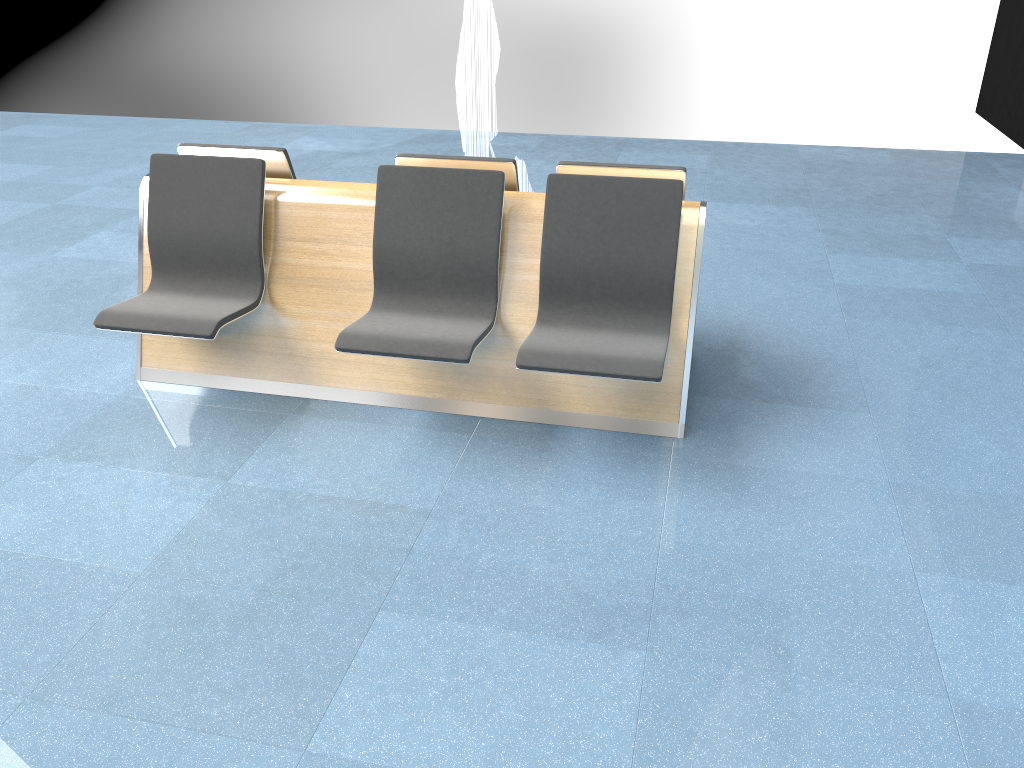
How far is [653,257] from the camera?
3.2 meters

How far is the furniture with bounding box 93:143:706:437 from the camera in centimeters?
317cm

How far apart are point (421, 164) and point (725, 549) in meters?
1.9 m

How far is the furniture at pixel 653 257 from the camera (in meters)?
3.17
